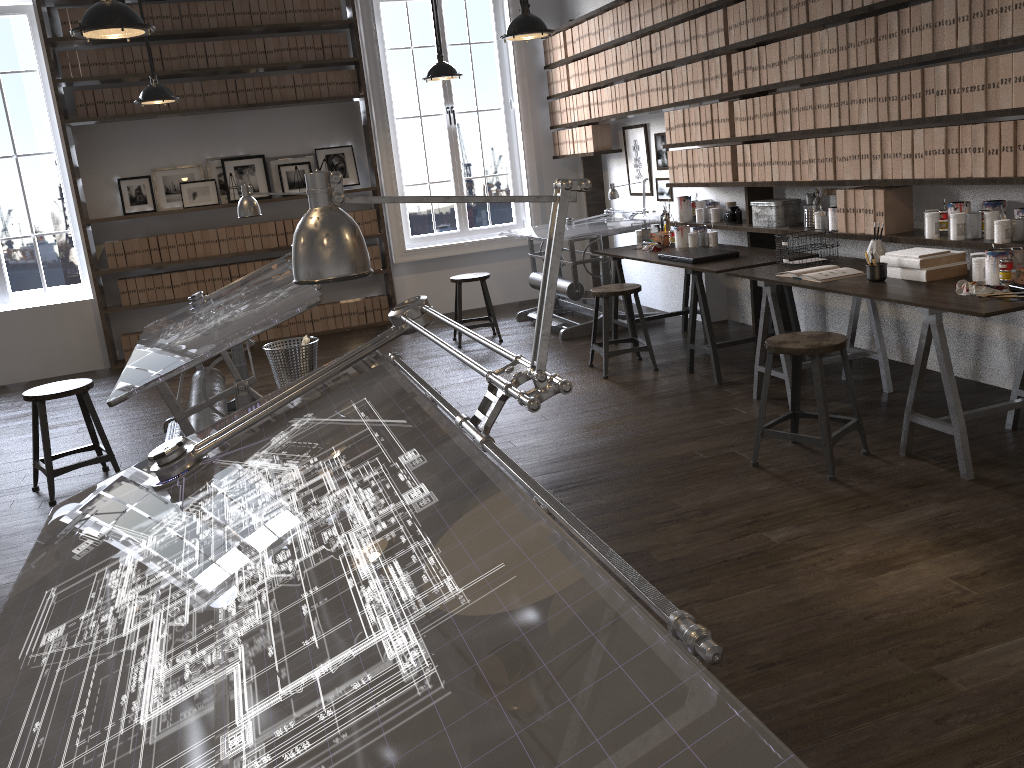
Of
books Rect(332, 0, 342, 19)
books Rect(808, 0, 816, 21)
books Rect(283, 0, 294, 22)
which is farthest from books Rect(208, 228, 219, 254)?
books Rect(808, 0, 816, 21)

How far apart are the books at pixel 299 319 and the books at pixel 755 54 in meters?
4.5

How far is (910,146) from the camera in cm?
407

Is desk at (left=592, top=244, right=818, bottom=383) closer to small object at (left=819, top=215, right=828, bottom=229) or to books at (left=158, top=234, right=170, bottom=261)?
small object at (left=819, top=215, right=828, bottom=229)

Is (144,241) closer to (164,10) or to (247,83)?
(247,83)

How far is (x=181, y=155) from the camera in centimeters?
756cm

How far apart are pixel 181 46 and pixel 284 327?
2.44m

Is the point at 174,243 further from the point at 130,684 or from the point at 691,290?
the point at 130,684

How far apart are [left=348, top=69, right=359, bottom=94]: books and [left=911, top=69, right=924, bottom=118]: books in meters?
5.0 m

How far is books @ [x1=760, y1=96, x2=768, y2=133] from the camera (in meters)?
5.06
